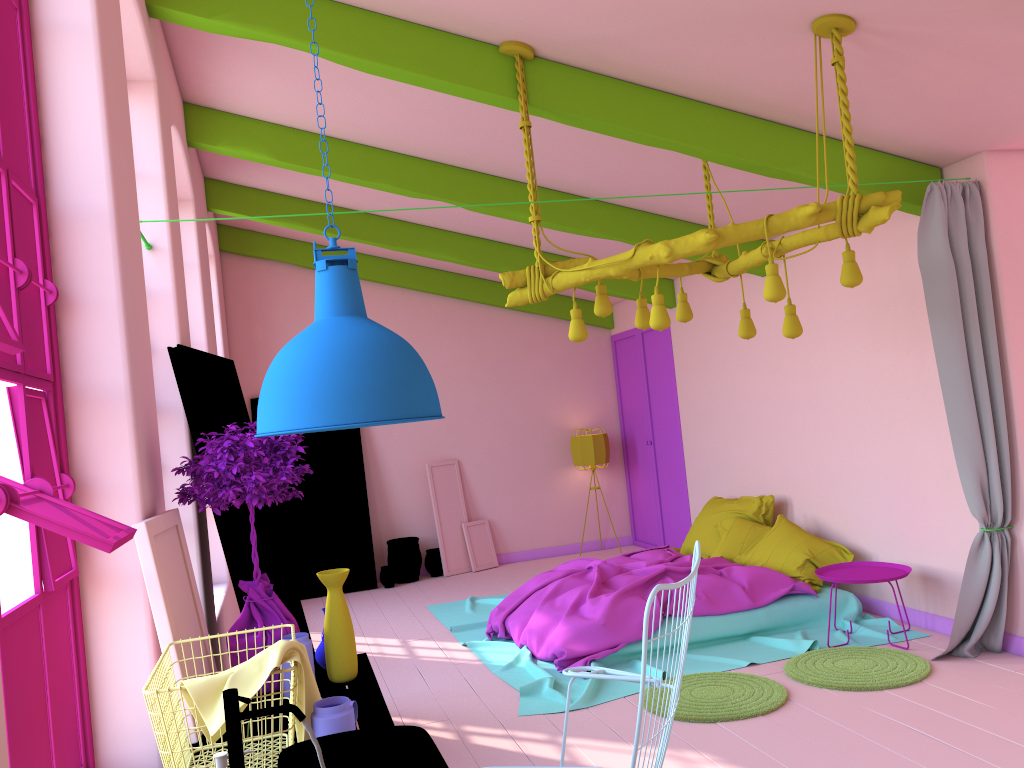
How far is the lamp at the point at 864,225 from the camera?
4.0 meters

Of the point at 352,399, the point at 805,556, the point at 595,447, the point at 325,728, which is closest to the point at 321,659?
the point at 325,728

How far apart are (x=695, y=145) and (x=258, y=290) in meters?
6.2

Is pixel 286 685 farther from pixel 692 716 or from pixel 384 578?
pixel 384 578

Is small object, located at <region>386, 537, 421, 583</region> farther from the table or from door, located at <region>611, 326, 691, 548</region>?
the table

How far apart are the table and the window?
0.5 meters

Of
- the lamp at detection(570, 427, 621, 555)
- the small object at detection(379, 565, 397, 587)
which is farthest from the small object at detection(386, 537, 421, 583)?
the lamp at detection(570, 427, 621, 555)

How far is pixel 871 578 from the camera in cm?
567

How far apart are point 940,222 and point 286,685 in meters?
4.3

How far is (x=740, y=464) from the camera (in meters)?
8.13
